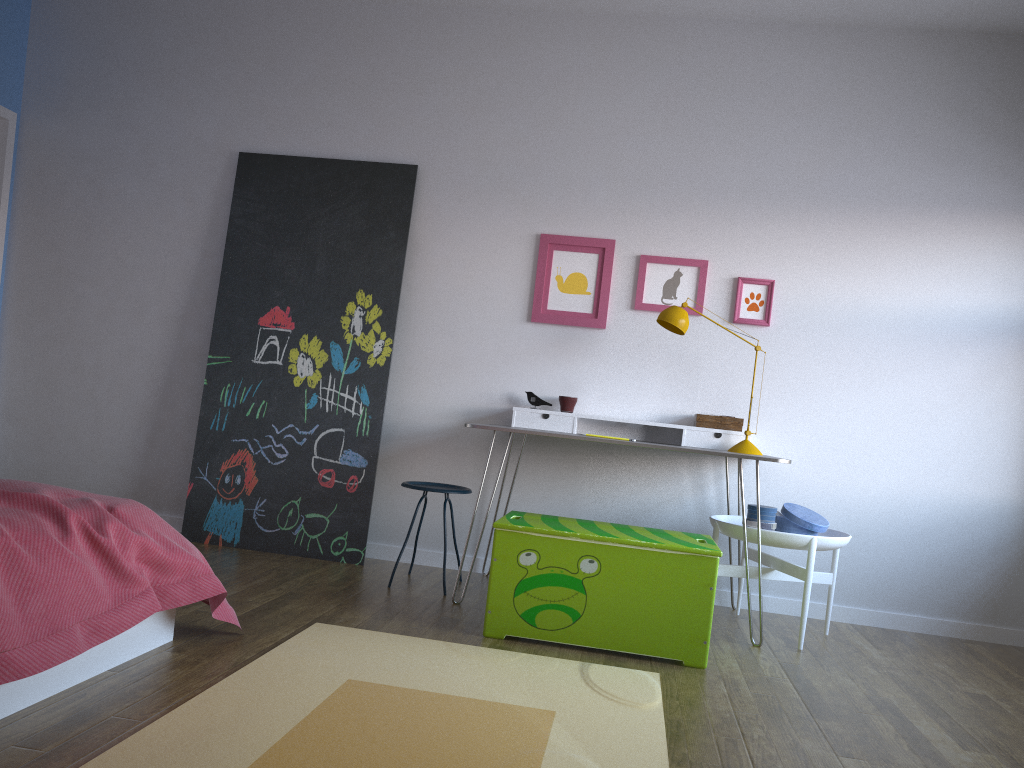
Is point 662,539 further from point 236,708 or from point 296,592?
point 236,708

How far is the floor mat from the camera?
2.0 meters

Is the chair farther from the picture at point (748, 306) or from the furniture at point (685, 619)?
the picture at point (748, 306)

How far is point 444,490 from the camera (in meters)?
3.85

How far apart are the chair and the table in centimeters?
42cm

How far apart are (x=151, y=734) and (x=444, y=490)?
2.0m

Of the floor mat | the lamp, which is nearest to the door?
the floor mat

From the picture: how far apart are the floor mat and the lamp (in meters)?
1.37

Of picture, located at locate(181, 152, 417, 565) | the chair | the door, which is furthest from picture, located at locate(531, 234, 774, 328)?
the door

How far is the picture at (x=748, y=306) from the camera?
4.3 meters
